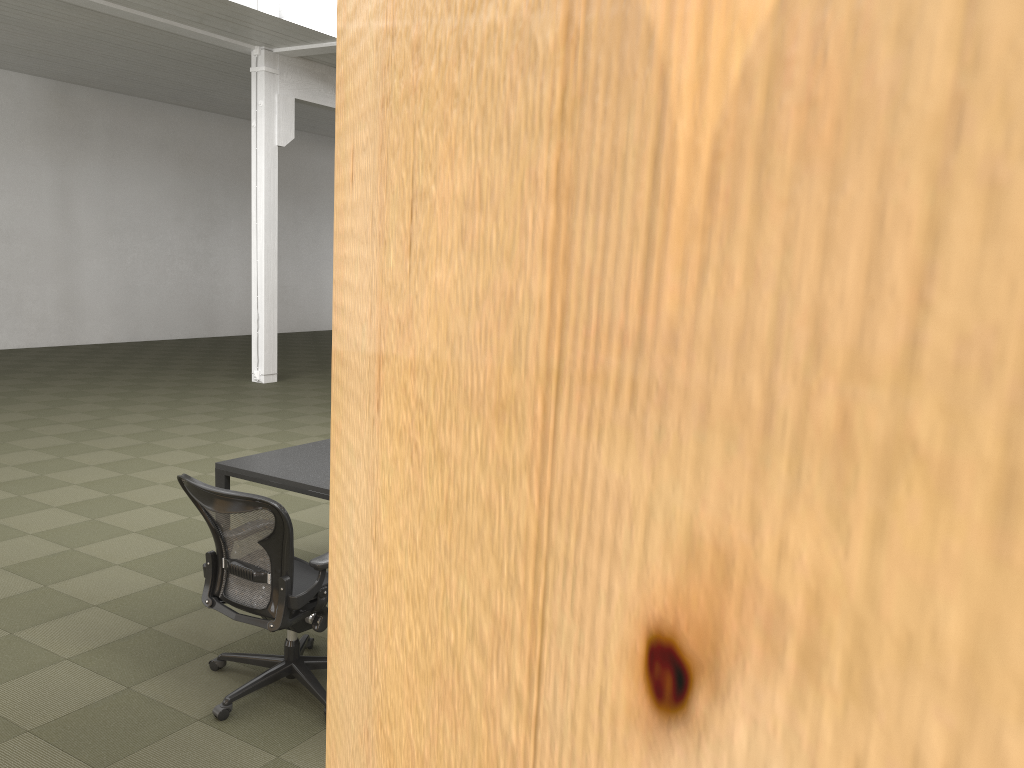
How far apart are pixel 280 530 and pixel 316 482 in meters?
1.1

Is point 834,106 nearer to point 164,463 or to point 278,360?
point 164,463

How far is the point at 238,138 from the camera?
18.72m

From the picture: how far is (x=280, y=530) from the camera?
3.36m

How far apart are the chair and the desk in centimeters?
36cm

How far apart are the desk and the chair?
0.4 meters

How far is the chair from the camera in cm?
336

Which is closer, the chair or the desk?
the chair

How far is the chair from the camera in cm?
336

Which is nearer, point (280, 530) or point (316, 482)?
point (280, 530)
